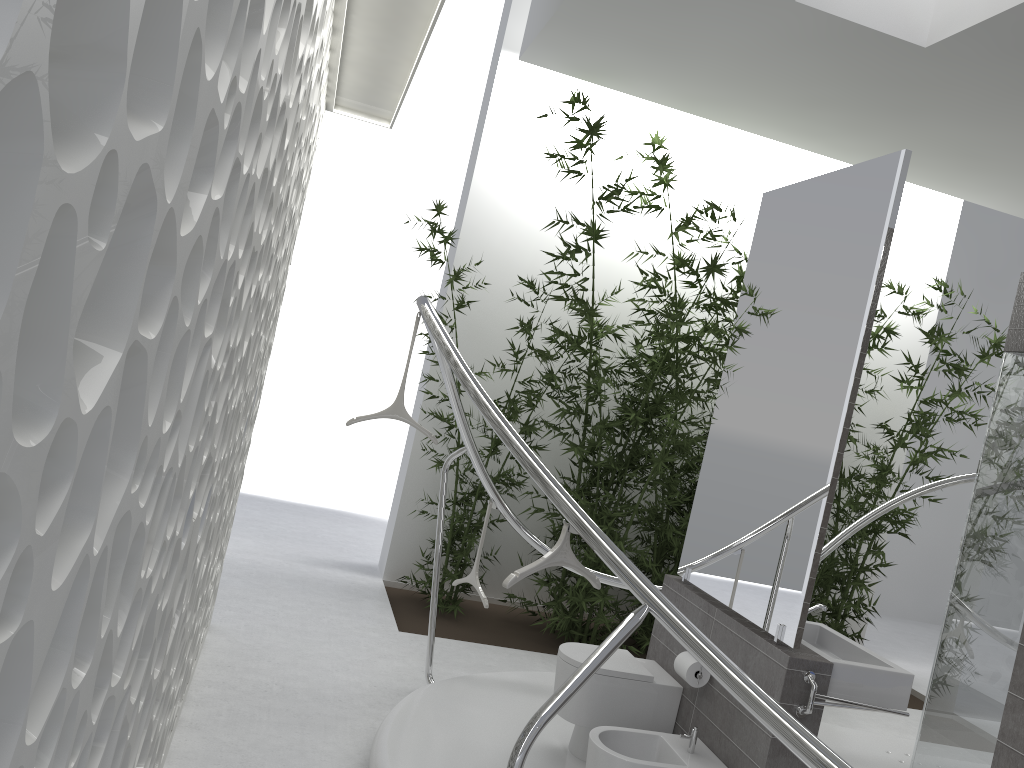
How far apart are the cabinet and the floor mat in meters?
1.8 m

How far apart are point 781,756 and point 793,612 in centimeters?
54cm

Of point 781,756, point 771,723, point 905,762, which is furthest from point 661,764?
point 905,762

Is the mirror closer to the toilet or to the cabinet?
the cabinet

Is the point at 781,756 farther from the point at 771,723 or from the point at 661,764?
the point at 771,723

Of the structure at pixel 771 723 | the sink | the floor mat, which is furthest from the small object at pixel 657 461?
the sink

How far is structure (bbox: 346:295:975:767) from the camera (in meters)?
1.93

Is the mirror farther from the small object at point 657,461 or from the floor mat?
the floor mat

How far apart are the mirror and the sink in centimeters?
18cm

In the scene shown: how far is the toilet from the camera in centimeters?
348cm
